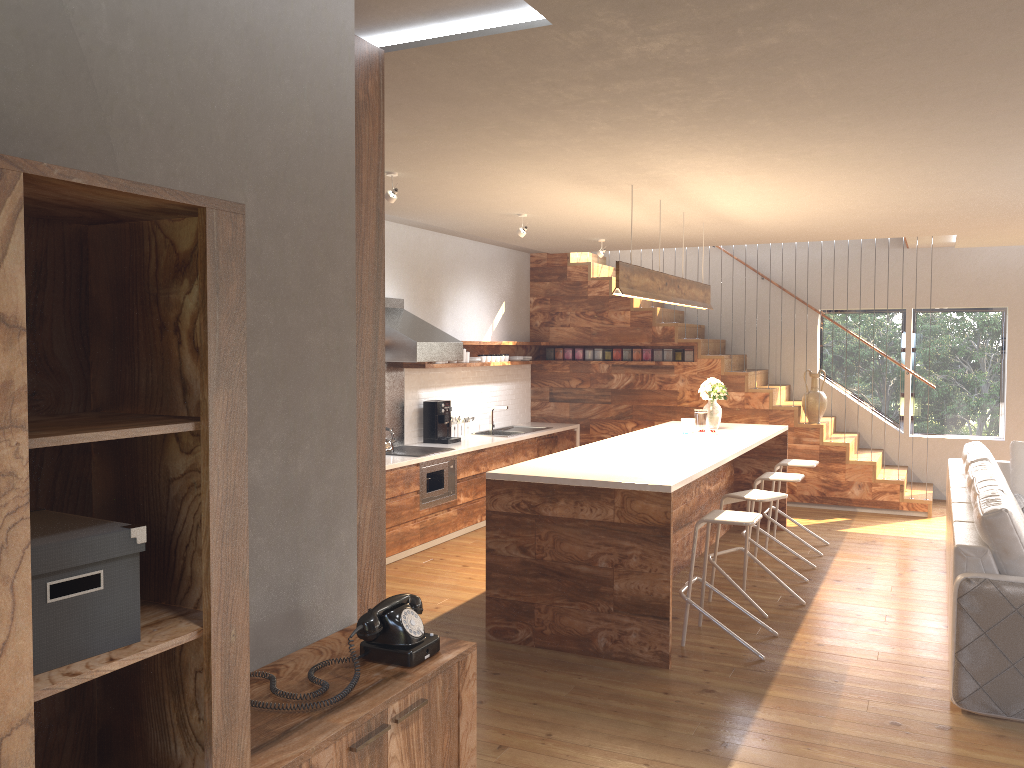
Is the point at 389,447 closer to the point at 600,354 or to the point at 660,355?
the point at 600,354

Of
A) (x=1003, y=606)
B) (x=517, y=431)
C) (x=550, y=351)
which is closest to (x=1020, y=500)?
(x=1003, y=606)

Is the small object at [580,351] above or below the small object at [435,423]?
above

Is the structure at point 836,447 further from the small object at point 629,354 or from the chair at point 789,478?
the chair at point 789,478

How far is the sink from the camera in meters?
9.7

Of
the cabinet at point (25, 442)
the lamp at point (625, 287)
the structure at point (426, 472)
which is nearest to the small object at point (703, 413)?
the lamp at point (625, 287)

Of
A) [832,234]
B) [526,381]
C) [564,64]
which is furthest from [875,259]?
[564,64]

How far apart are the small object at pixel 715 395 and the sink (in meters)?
2.53

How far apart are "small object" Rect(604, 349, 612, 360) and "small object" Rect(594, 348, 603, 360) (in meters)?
0.09

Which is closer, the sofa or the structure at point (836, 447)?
the sofa
